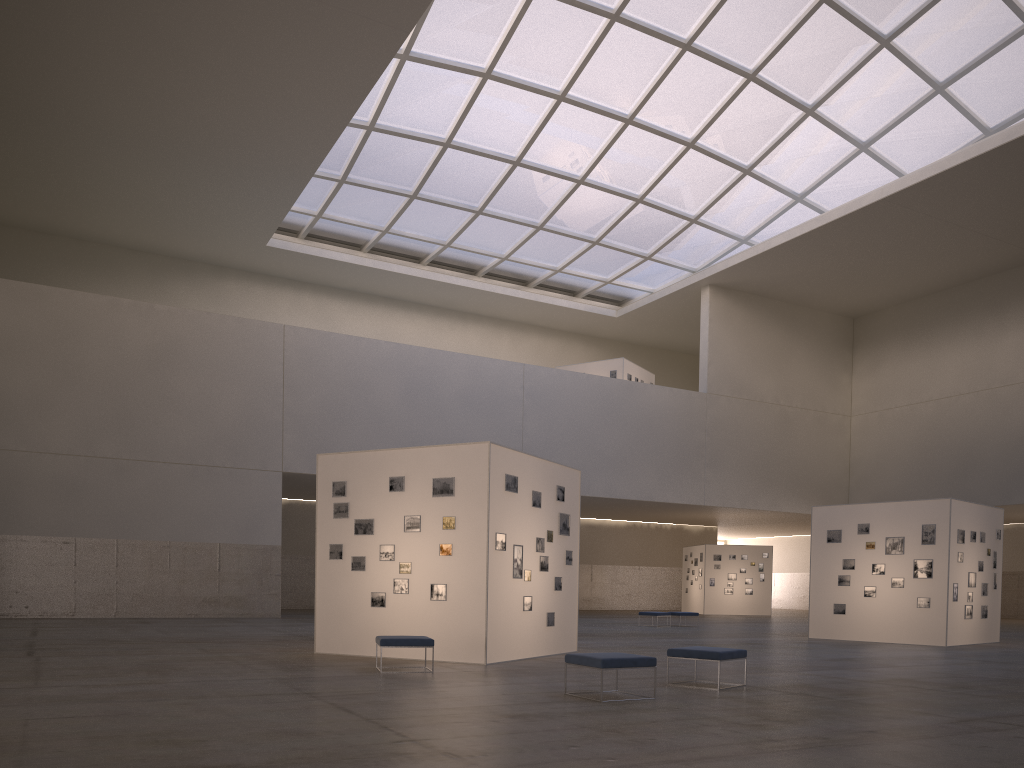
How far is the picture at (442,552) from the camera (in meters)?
17.93

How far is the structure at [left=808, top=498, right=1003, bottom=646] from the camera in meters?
26.3

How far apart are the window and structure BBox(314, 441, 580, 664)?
24.7 meters

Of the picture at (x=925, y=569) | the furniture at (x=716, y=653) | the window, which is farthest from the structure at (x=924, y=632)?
the window

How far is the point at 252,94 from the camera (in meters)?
35.62

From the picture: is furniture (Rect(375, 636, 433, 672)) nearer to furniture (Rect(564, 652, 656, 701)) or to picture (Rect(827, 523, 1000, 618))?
furniture (Rect(564, 652, 656, 701))

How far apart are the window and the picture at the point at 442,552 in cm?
2541

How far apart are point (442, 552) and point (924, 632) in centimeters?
1684cm

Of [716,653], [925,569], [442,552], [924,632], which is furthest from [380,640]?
[925,569]

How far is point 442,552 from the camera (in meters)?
17.93
